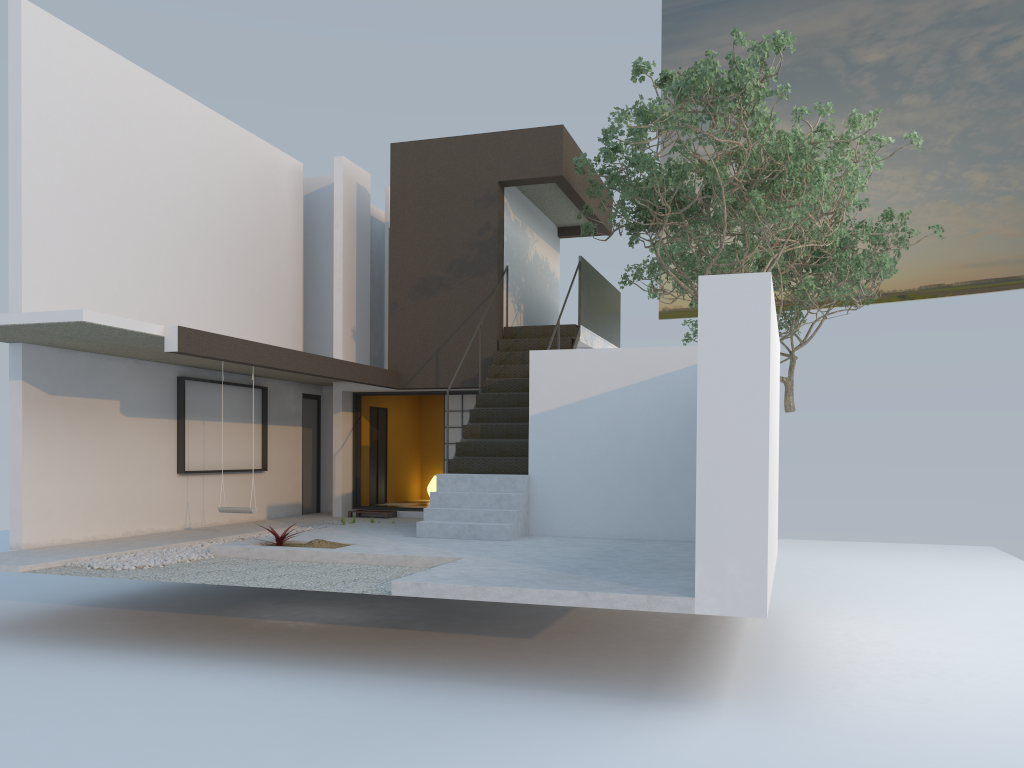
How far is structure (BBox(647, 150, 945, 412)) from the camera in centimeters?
1624cm

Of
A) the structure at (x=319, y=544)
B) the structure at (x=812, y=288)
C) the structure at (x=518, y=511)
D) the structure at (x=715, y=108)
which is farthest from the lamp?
the structure at (x=319, y=544)

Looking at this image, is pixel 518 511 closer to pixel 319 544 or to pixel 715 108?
pixel 319 544

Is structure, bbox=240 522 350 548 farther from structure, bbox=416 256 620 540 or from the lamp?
the lamp

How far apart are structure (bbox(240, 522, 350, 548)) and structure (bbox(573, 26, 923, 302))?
5.3m

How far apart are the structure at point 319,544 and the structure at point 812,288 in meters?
10.1 m

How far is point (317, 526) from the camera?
12.53m

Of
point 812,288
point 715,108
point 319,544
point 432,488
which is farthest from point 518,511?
point 812,288

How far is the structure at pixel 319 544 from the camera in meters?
9.3 m

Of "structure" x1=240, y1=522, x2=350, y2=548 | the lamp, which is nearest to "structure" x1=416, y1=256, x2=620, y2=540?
"structure" x1=240, y1=522, x2=350, y2=548
